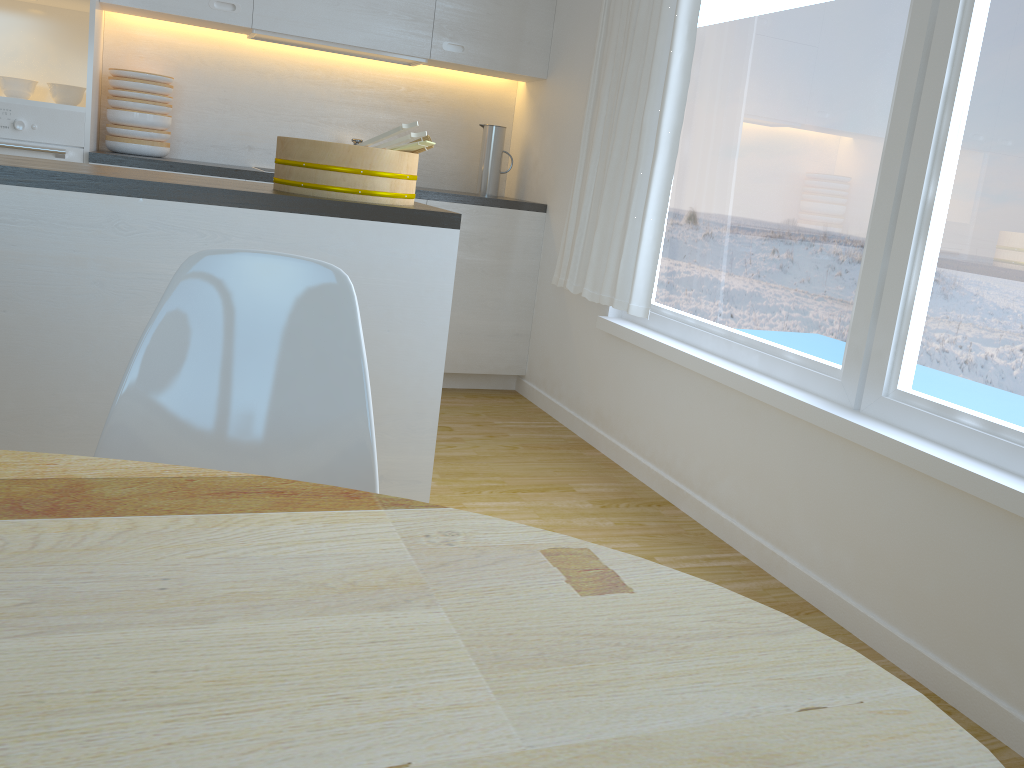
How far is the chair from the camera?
1.3m

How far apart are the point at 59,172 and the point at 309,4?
2.27m

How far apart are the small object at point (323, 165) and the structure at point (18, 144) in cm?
166

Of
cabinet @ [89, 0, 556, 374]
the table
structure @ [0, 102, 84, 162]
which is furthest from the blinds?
the table

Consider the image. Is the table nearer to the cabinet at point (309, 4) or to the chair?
the chair

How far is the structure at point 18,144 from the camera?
3.4m

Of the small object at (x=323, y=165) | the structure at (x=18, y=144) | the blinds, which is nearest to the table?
the small object at (x=323, y=165)

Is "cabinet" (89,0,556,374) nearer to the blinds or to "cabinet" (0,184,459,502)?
the blinds

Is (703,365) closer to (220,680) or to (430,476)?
(430,476)

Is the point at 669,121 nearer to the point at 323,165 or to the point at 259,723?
the point at 323,165
